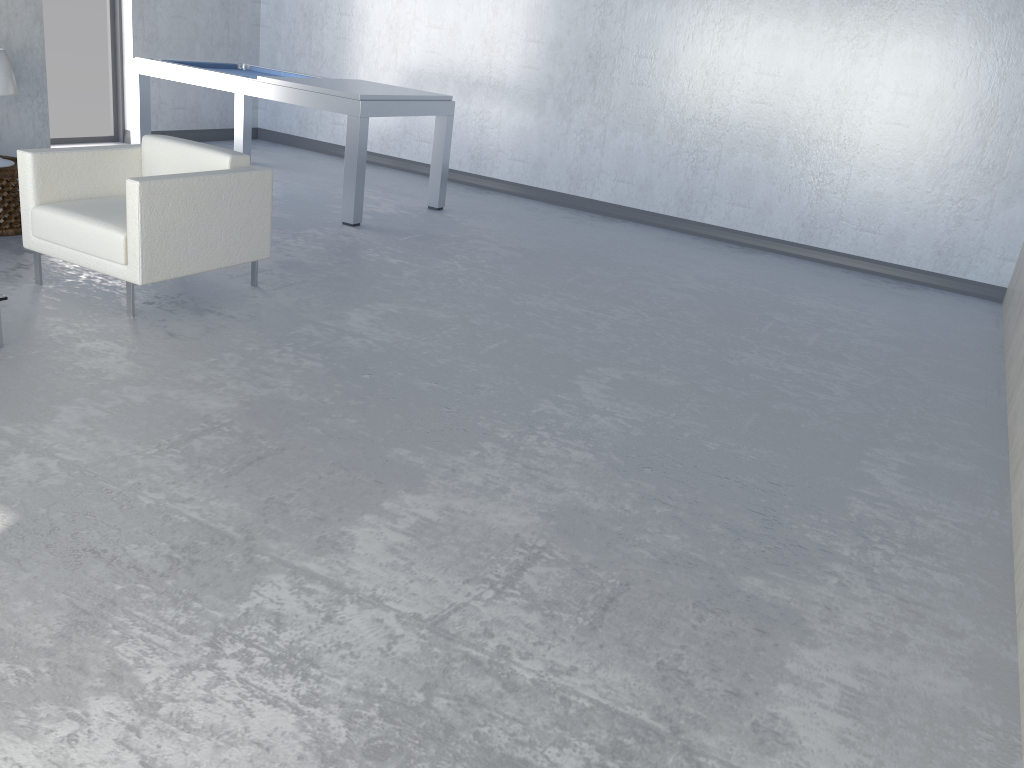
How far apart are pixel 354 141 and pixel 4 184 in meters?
2.1

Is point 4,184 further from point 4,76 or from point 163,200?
point 163,200

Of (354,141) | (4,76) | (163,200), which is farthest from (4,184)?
(354,141)

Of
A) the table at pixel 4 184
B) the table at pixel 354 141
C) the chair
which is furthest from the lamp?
the table at pixel 354 141

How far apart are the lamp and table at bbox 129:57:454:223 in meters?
1.7 m

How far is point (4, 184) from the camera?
4.62m

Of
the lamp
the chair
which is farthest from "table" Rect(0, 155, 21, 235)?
the chair

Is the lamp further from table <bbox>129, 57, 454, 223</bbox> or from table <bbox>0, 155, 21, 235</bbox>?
table <bbox>129, 57, 454, 223</bbox>

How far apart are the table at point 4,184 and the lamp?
0.1 meters

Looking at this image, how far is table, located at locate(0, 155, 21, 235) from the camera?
4.62m
